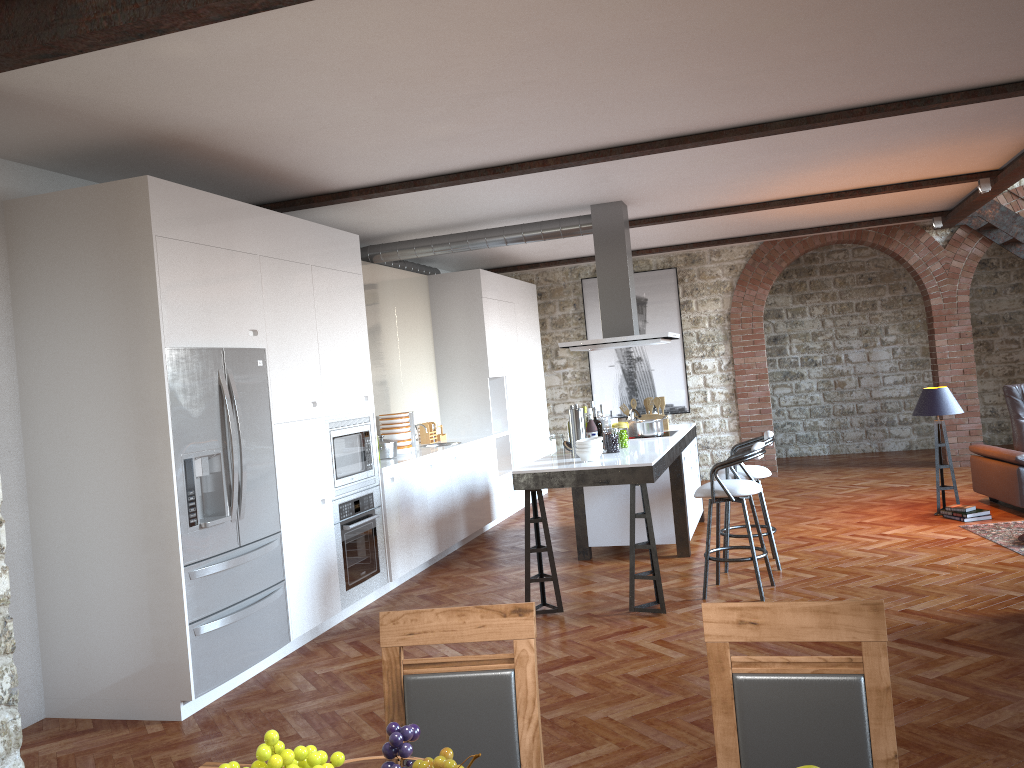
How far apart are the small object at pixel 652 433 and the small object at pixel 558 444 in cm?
117

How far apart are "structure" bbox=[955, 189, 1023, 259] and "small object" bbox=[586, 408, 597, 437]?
6.0m

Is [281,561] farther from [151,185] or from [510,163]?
[510,163]

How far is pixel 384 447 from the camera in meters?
7.4

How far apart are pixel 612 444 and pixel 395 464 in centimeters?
173cm

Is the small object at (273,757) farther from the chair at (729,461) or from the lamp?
the lamp

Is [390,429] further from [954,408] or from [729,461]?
[954,408]

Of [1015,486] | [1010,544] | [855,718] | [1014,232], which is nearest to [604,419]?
[1010,544]

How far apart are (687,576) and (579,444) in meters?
1.4 m

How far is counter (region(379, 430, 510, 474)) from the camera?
6.85m
